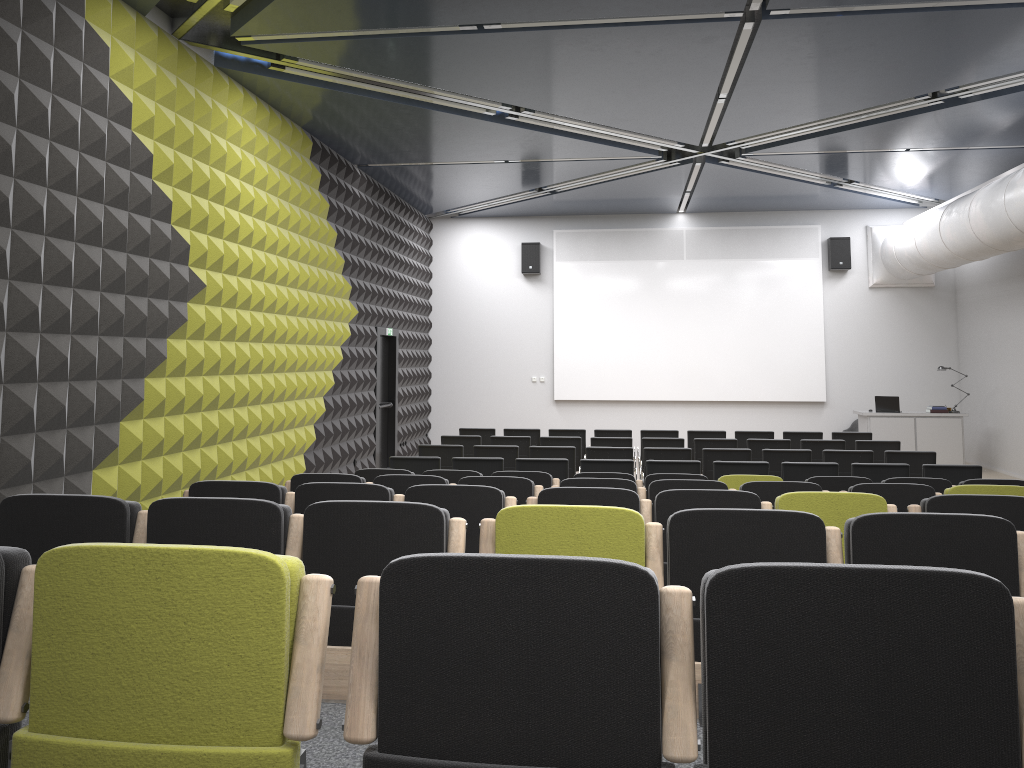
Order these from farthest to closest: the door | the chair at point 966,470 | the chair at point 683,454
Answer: the door < the chair at point 683,454 < the chair at point 966,470

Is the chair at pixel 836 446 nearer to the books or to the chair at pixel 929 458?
the chair at pixel 929 458

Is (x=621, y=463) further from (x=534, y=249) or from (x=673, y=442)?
(x=534, y=249)

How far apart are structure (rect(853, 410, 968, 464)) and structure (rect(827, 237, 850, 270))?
3.02m

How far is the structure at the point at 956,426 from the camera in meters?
15.1 m

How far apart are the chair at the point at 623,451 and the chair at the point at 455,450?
1.6 meters

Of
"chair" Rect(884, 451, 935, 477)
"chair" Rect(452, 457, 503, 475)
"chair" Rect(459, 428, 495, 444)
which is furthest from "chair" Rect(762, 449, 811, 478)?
"chair" Rect(459, 428, 495, 444)

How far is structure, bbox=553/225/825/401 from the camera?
17.12m

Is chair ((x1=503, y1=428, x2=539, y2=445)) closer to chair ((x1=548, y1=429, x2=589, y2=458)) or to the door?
chair ((x1=548, y1=429, x2=589, y2=458))

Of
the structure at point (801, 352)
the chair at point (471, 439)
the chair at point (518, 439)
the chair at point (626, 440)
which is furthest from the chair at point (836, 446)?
the structure at point (801, 352)
